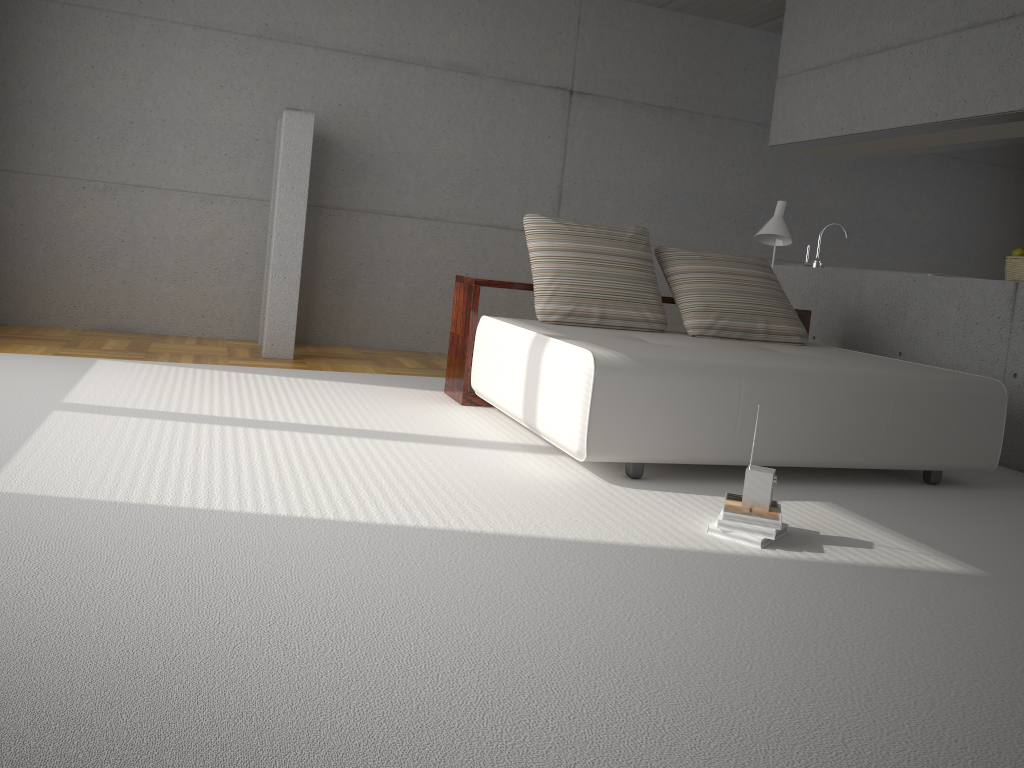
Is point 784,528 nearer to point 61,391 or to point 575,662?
point 575,662

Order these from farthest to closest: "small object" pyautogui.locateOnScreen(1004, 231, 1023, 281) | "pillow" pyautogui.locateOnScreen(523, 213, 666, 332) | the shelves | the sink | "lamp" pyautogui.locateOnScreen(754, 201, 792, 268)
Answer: the sink < "lamp" pyautogui.locateOnScreen(754, 201, 792, 268) < "small object" pyautogui.locateOnScreen(1004, 231, 1023, 281) < the shelves < "pillow" pyautogui.locateOnScreen(523, 213, 666, 332)

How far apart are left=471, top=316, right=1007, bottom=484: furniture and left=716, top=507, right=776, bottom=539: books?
0.65m

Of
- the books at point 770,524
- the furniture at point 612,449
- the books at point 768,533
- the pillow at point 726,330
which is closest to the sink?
the pillow at point 726,330

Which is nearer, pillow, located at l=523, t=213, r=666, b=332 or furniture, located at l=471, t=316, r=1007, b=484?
furniture, located at l=471, t=316, r=1007, b=484

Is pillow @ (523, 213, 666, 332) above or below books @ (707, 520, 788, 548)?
above

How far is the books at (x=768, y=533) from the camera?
2.9m

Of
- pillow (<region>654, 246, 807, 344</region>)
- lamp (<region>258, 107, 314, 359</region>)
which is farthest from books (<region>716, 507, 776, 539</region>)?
lamp (<region>258, 107, 314, 359</region>)

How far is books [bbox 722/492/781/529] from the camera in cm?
293

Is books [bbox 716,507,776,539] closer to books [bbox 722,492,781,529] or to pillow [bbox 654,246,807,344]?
books [bbox 722,492,781,529]
